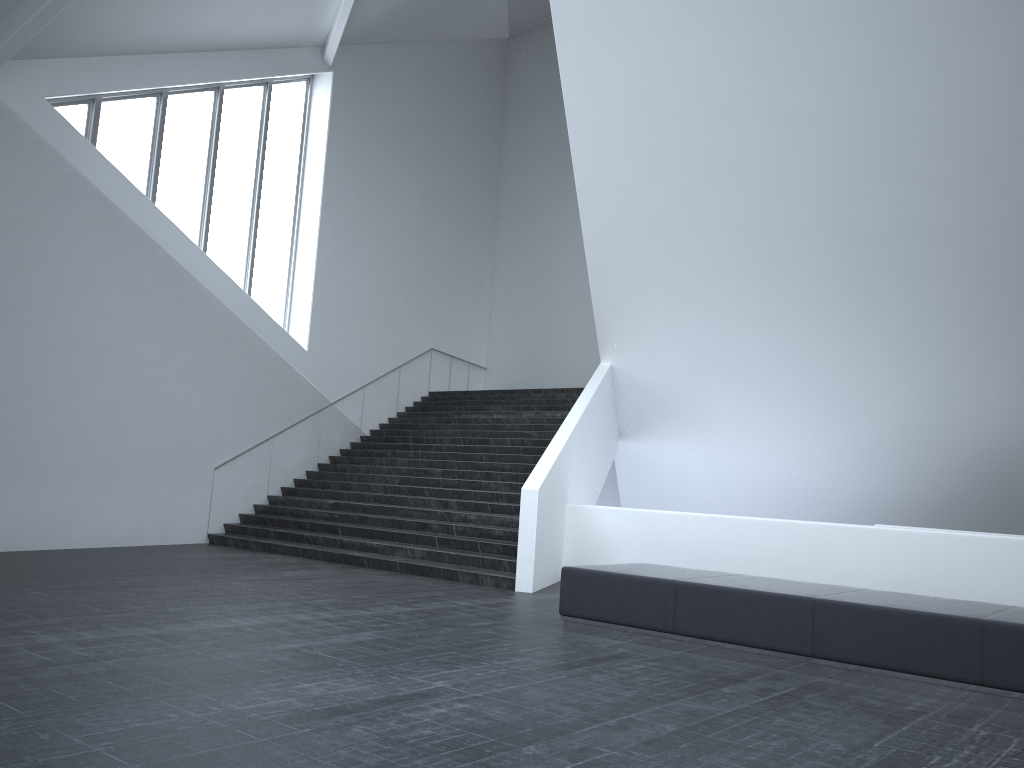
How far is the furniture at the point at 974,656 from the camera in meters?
5.9 m

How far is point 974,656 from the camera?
5.9 meters

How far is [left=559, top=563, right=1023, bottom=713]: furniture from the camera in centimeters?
595cm
